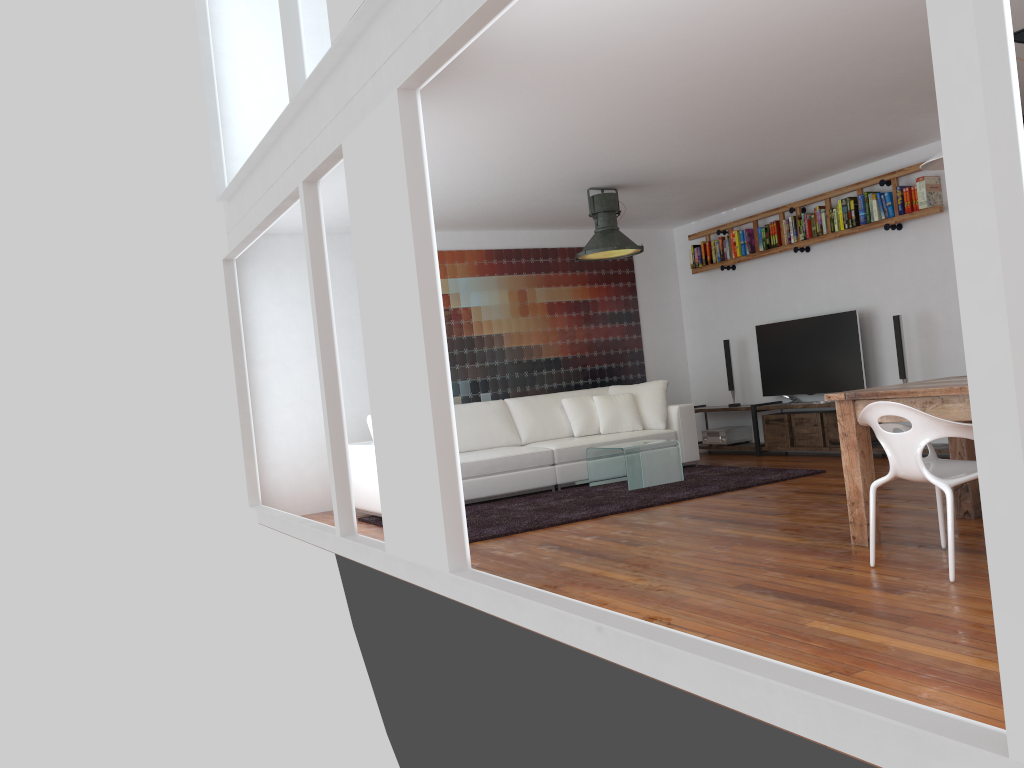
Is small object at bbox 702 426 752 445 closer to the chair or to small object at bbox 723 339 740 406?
small object at bbox 723 339 740 406

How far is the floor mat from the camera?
5.9m

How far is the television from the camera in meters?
7.7 m

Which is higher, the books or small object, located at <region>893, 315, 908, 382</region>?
the books

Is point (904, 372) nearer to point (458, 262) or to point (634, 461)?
point (634, 461)

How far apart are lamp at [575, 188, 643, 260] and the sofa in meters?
1.3 m

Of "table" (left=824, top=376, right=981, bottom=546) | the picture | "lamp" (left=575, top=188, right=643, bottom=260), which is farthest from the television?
"table" (left=824, top=376, right=981, bottom=546)

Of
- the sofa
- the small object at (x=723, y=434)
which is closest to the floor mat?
the sofa

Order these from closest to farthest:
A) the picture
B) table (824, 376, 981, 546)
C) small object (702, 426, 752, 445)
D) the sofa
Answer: table (824, 376, 981, 546) → the sofa → the picture → small object (702, 426, 752, 445)

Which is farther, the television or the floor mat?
the television
